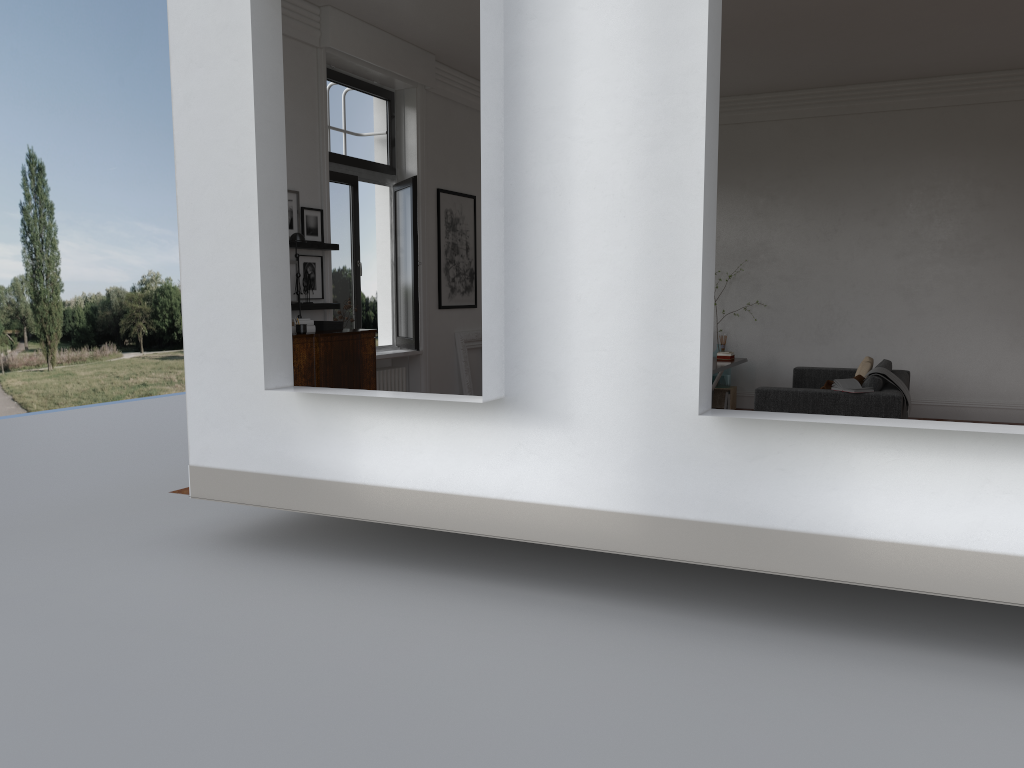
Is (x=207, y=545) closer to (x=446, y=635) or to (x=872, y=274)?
(x=446, y=635)

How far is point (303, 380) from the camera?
6.9 meters

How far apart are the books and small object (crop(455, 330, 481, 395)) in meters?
4.2

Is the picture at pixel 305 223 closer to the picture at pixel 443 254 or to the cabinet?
the cabinet

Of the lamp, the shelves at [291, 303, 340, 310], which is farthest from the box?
the lamp

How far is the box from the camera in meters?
7.5

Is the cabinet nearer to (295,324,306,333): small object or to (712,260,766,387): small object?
(295,324,306,333): small object

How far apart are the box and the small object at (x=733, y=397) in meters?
5.6

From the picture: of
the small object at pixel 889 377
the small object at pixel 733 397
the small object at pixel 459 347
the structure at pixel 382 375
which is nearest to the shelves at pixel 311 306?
the structure at pixel 382 375

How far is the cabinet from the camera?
6.9m
